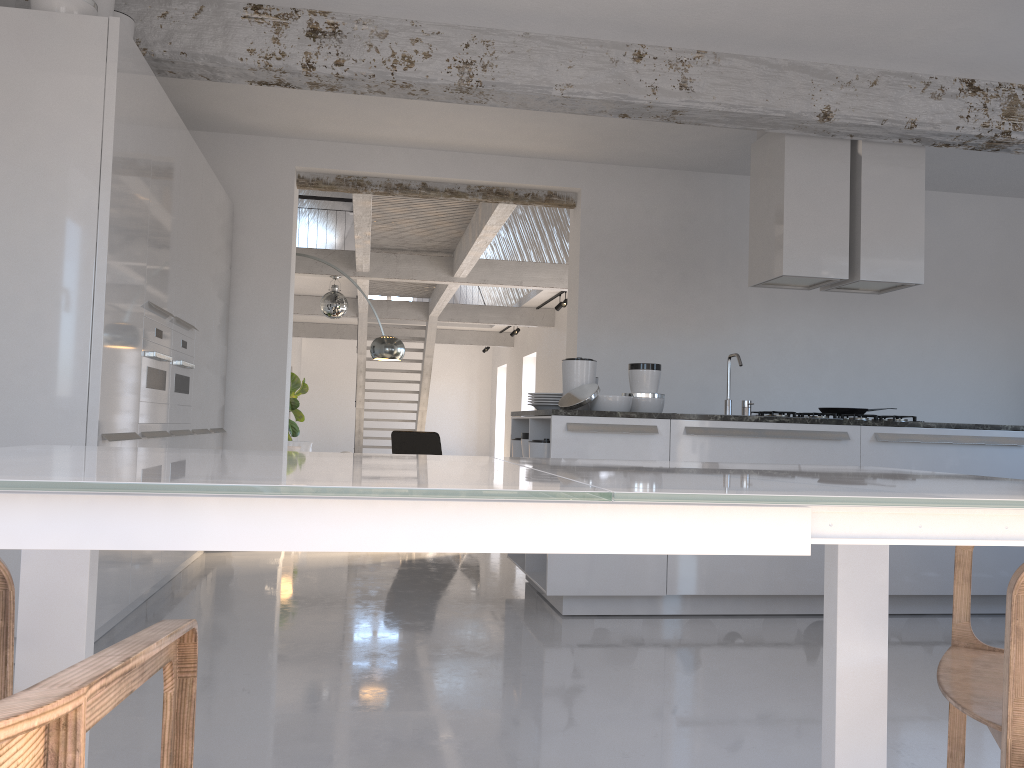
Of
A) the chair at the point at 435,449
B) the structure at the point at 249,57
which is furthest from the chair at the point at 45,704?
the chair at the point at 435,449

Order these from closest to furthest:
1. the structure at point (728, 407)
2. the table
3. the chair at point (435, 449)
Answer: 1. the table
2. the structure at point (728, 407)
3. the chair at point (435, 449)

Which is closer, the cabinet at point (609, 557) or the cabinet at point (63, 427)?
the cabinet at point (63, 427)

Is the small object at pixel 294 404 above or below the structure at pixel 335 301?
below

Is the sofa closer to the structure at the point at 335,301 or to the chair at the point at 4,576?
the structure at the point at 335,301

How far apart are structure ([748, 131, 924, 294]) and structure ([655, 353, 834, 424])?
0.8 meters

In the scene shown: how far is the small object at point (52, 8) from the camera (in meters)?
3.32

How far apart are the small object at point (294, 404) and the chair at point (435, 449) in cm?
305

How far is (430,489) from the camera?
0.91m

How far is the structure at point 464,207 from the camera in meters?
8.7 m
